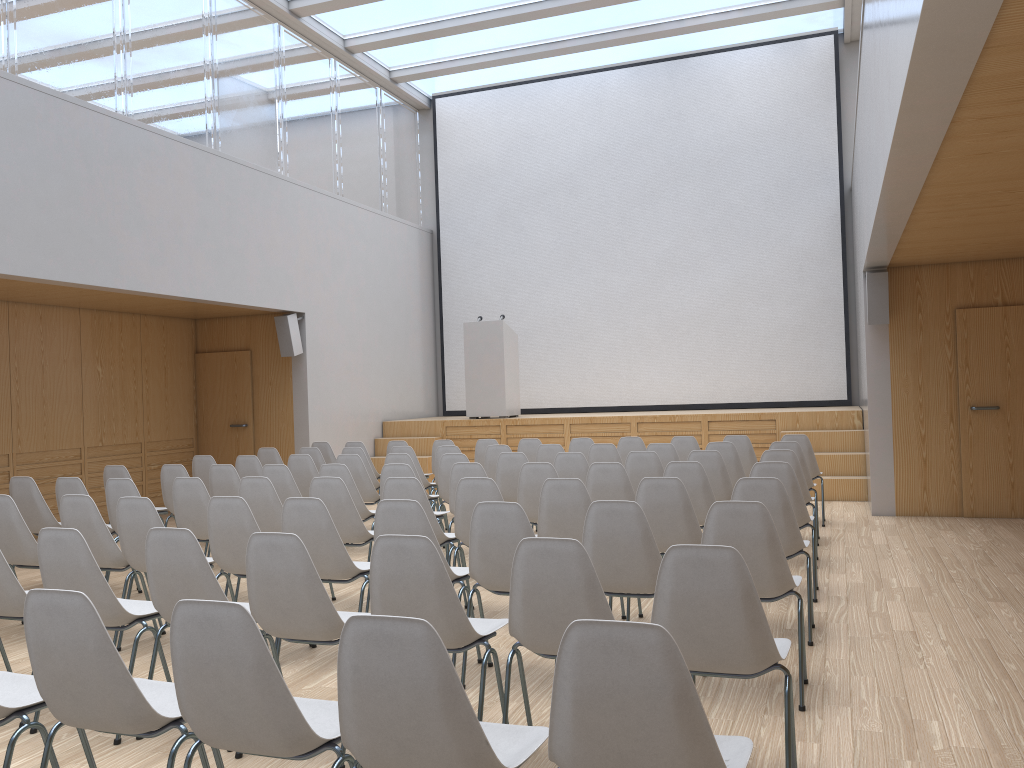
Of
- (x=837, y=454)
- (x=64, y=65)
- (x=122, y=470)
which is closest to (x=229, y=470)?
(x=122, y=470)

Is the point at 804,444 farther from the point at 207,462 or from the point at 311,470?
the point at 207,462

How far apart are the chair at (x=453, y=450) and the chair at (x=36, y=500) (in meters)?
3.34

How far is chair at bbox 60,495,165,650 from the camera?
5.0 meters

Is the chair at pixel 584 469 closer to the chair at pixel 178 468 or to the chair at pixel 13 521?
the chair at pixel 178 468

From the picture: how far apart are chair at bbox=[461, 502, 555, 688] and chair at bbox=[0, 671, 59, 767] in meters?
1.8 m

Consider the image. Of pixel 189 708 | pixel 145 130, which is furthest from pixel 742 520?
pixel 145 130

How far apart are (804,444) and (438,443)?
3.80m

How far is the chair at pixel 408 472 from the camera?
6.4 meters

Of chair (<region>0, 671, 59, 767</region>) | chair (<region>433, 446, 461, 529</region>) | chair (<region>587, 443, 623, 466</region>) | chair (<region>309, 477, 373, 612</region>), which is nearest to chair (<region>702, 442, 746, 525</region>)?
chair (<region>587, 443, 623, 466</region>)
